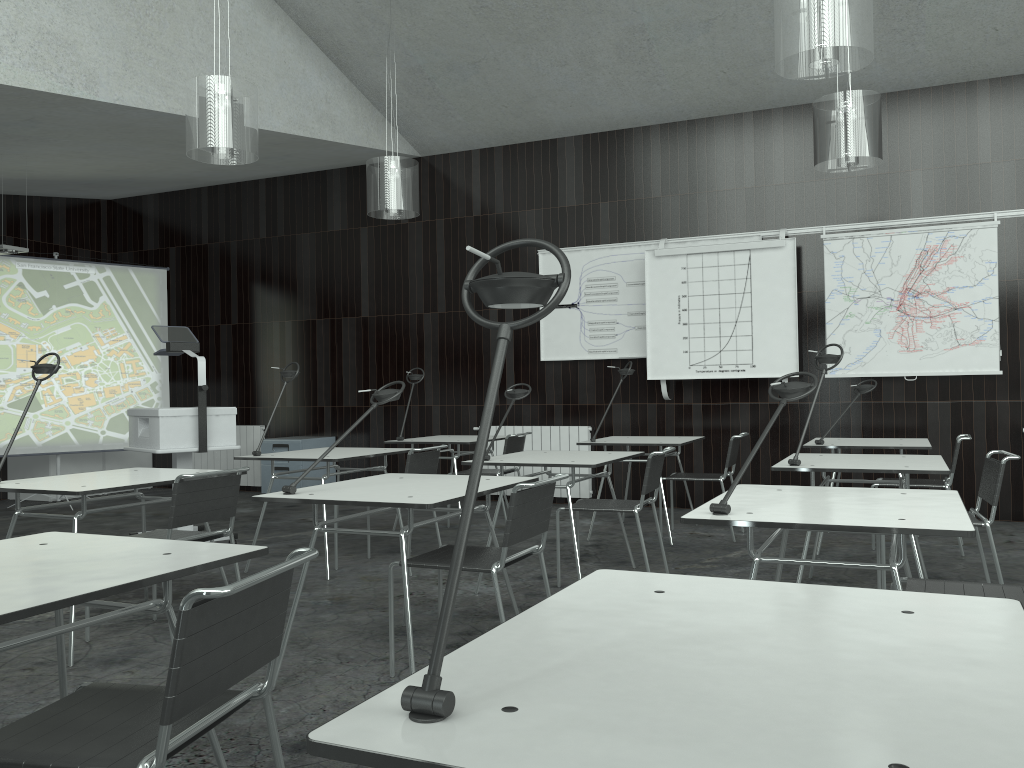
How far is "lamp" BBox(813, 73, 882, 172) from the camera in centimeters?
482cm

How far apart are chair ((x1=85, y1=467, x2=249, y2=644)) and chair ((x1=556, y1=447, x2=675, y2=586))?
1.66m

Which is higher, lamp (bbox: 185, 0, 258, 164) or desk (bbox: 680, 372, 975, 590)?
lamp (bbox: 185, 0, 258, 164)

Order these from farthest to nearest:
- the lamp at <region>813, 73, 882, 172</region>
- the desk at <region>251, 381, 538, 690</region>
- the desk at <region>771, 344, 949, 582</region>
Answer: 1. the lamp at <region>813, 73, 882, 172</region>
2. the desk at <region>771, 344, 949, 582</region>
3. the desk at <region>251, 381, 538, 690</region>

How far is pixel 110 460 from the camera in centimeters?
924cm

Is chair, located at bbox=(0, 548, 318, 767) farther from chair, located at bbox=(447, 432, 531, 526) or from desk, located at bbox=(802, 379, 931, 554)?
chair, located at bbox=(447, 432, 531, 526)

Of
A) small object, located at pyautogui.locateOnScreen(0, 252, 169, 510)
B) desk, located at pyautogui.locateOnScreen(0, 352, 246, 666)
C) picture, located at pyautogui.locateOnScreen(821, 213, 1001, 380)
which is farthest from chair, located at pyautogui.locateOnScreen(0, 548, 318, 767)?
small object, located at pyautogui.locateOnScreen(0, 252, 169, 510)

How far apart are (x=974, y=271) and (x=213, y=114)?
5.3m

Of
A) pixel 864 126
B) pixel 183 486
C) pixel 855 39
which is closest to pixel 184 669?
pixel 183 486

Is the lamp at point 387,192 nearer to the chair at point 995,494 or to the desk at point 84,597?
the chair at point 995,494
